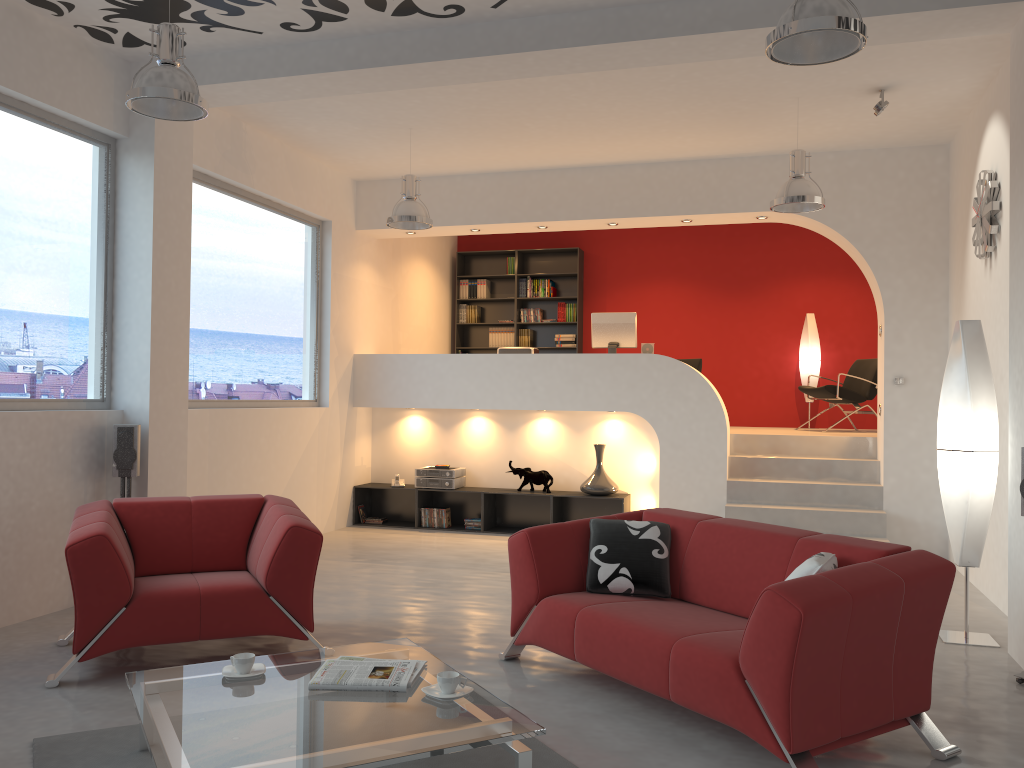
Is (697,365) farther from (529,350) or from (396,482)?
(396,482)

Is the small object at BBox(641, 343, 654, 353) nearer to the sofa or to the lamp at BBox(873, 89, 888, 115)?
the lamp at BBox(873, 89, 888, 115)

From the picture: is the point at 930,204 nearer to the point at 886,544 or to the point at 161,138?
the point at 886,544

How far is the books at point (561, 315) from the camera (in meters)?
11.27

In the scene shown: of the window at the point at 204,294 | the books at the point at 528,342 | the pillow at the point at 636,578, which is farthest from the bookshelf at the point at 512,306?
the pillow at the point at 636,578

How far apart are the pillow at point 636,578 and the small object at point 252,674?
1.6m

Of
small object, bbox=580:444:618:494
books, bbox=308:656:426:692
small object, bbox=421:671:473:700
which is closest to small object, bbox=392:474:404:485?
small object, bbox=580:444:618:494

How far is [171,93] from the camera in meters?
4.2

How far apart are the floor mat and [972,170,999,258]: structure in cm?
453

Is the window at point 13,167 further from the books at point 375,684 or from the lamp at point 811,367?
the lamp at point 811,367
